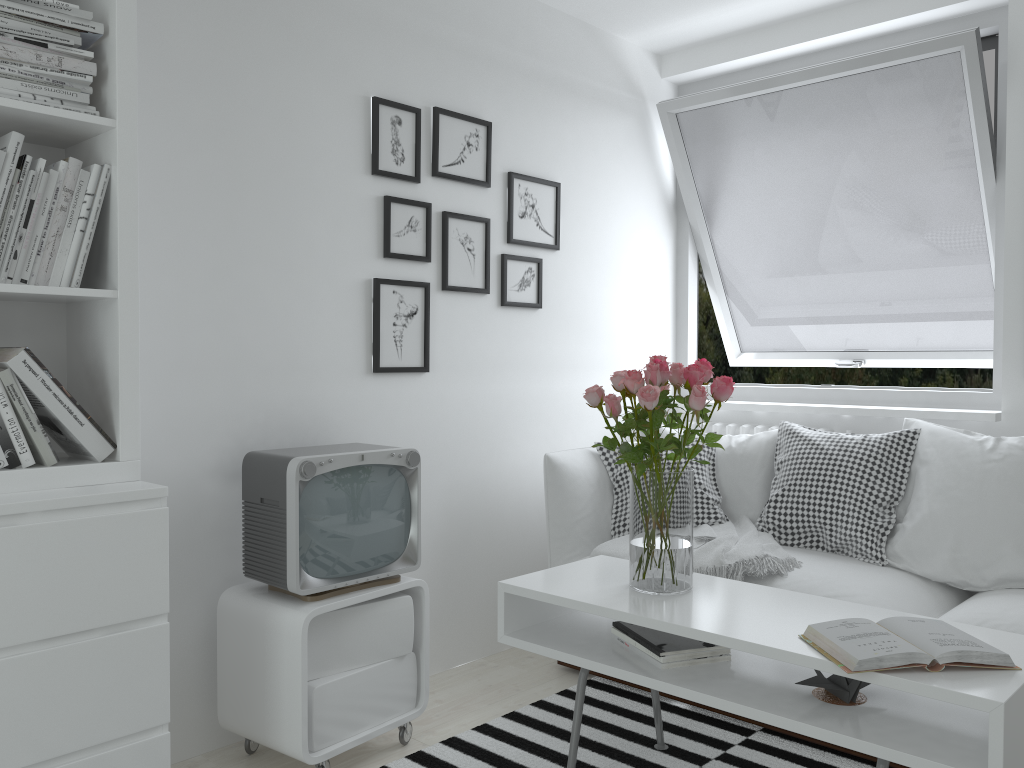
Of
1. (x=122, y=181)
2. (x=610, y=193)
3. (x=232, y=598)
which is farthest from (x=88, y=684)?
(x=610, y=193)

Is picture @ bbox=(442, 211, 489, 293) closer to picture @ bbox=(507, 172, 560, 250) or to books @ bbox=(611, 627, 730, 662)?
picture @ bbox=(507, 172, 560, 250)

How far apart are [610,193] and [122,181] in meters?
2.3

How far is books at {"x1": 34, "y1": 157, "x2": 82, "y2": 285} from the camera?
1.9 meters

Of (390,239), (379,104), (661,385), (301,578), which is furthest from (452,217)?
(301,578)

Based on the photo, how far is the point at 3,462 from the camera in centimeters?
182cm

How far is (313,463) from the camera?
2.2 meters

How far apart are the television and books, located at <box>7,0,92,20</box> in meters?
1.1 m

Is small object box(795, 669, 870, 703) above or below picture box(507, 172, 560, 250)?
below

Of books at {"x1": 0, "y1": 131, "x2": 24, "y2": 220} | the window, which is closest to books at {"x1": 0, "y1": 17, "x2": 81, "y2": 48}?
books at {"x1": 0, "y1": 131, "x2": 24, "y2": 220}
